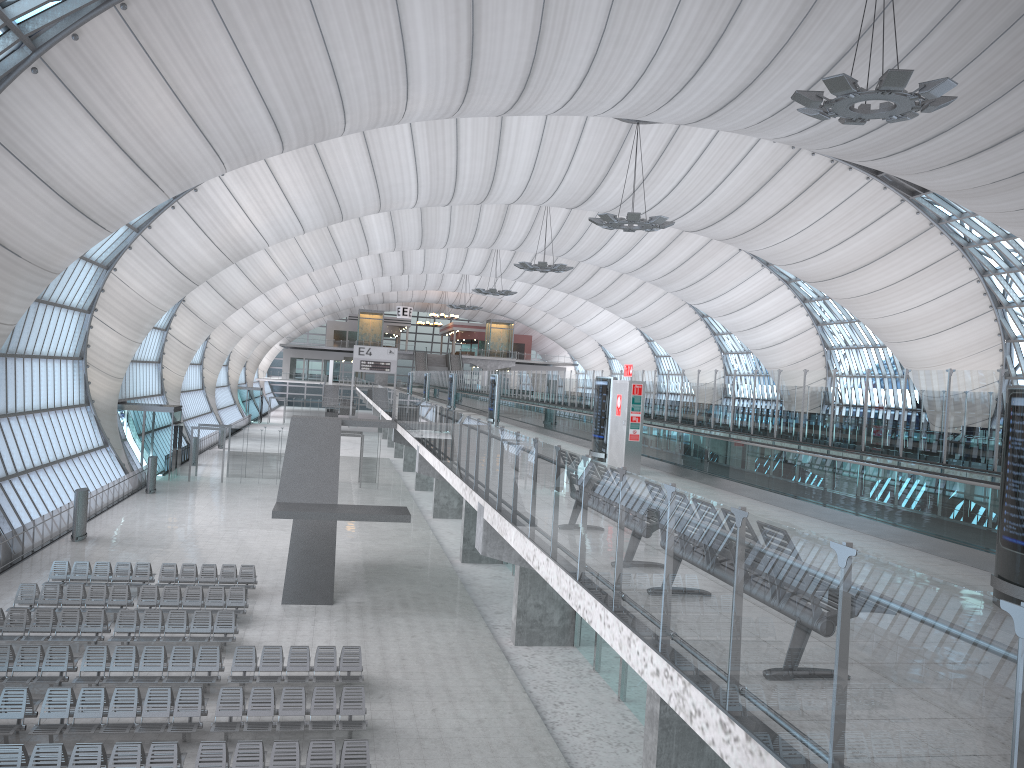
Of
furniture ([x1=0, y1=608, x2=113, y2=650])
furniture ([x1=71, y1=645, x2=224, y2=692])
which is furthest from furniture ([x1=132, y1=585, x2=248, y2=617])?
furniture ([x1=71, y1=645, x2=224, y2=692])

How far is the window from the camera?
21.40m

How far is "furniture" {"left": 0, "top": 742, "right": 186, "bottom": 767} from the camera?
12.88m

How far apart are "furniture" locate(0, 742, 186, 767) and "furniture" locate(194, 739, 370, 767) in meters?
0.3

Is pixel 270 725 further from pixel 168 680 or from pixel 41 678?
pixel 41 678

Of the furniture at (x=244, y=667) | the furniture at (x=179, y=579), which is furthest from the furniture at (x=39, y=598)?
the furniture at (x=244, y=667)

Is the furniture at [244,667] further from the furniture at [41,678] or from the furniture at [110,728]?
the furniture at [41,678]

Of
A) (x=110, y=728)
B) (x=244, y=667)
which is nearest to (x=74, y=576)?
(x=244, y=667)

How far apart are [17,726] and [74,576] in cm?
1050

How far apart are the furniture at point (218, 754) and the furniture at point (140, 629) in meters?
6.0 m
